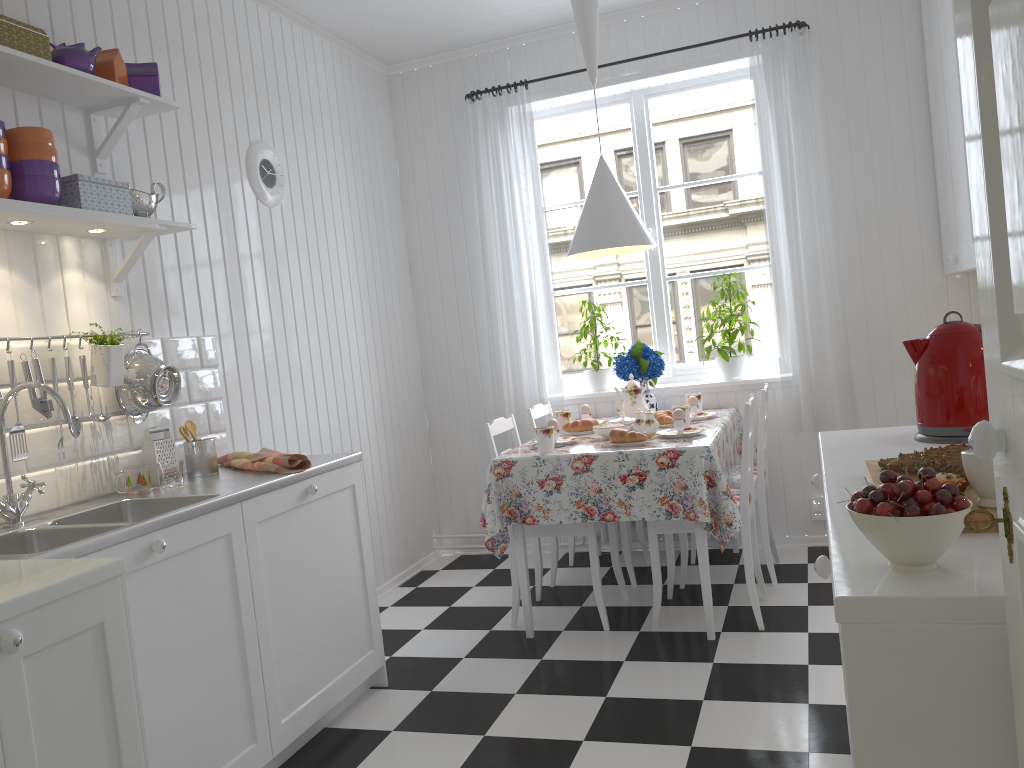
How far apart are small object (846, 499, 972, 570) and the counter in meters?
1.5

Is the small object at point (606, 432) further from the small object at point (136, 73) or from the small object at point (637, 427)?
the small object at point (136, 73)

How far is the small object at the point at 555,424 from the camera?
3.6m

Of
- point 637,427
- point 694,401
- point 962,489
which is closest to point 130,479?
point 637,427

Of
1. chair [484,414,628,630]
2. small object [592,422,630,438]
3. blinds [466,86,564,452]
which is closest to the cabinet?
chair [484,414,628,630]

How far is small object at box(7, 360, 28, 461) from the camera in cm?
226

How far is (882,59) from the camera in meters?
4.0 m

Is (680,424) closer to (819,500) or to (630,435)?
(630,435)

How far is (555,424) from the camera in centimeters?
358cm

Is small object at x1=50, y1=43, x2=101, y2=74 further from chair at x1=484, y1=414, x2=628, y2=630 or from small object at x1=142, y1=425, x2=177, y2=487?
chair at x1=484, y1=414, x2=628, y2=630
